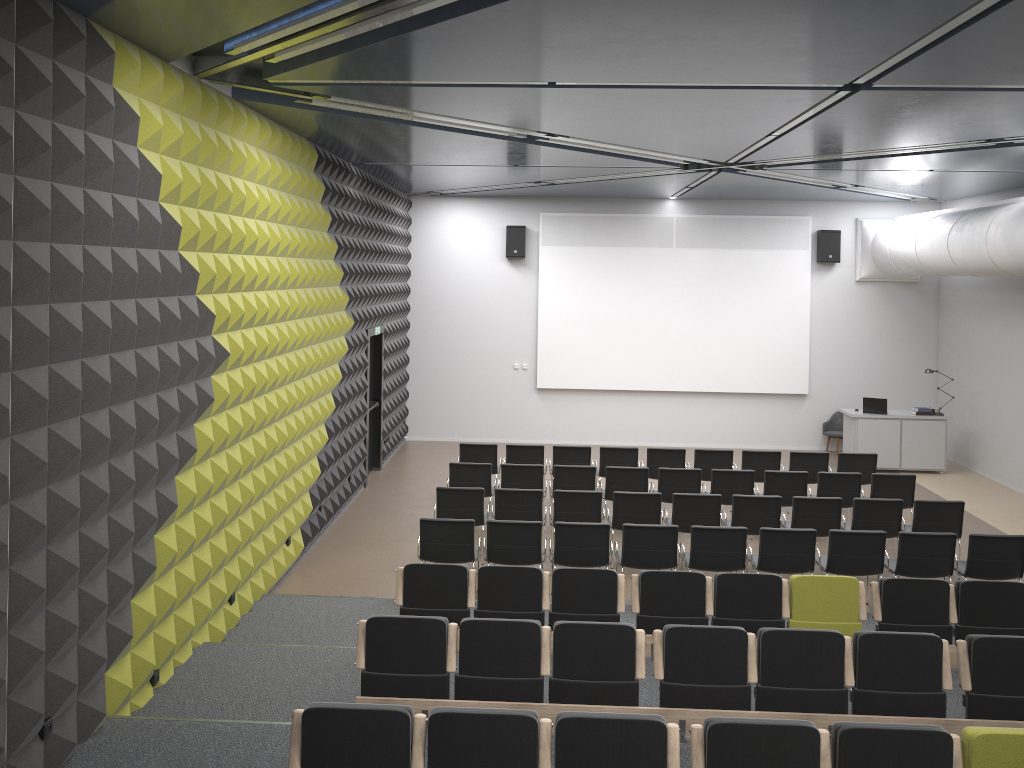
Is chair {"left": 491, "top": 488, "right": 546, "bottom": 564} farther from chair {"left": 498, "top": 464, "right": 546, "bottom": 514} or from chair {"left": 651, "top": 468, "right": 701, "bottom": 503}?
chair {"left": 651, "top": 468, "right": 701, "bottom": 503}

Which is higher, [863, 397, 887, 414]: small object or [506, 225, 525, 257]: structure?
[506, 225, 525, 257]: structure

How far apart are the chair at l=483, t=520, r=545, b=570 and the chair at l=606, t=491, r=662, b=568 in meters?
1.5

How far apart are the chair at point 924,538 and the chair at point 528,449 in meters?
5.1

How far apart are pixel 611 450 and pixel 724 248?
6.04m

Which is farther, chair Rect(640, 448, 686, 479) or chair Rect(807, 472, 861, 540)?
chair Rect(640, 448, 686, 479)

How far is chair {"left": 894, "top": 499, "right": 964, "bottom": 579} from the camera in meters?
10.0

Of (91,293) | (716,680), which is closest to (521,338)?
(716,680)

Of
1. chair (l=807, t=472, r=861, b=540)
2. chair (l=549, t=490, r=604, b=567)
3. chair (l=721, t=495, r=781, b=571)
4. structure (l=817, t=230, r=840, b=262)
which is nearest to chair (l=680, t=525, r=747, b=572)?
chair (l=721, t=495, r=781, b=571)

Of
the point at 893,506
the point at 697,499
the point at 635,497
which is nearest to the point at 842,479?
the point at 893,506
